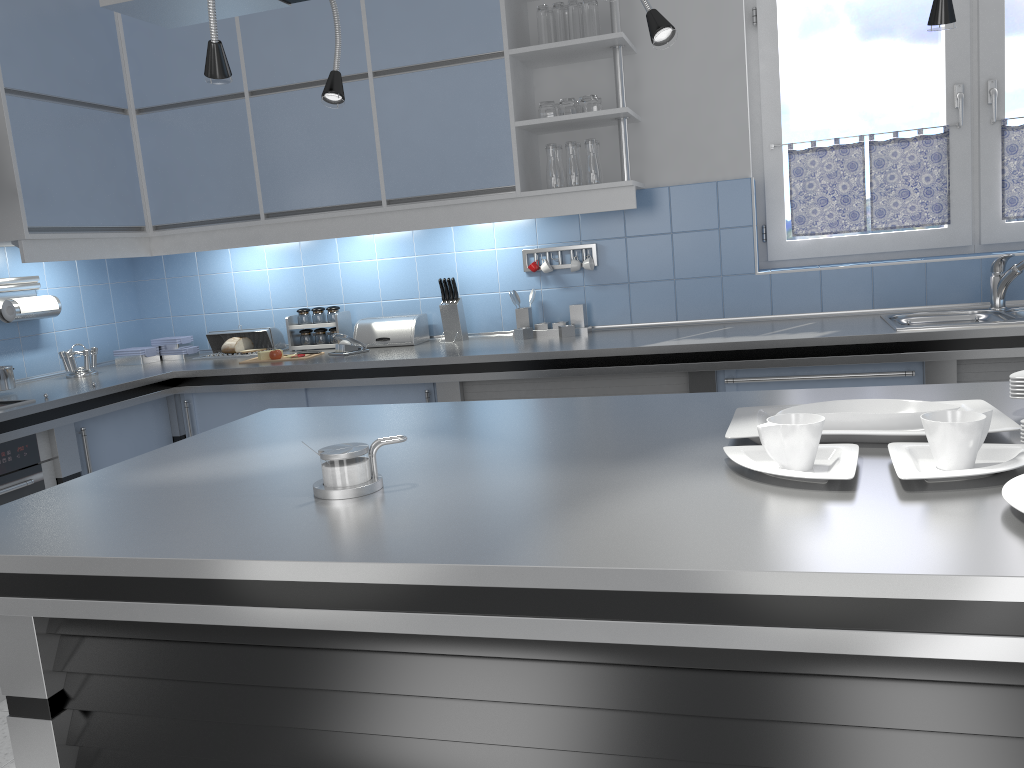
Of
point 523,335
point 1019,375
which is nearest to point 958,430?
point 1019,375

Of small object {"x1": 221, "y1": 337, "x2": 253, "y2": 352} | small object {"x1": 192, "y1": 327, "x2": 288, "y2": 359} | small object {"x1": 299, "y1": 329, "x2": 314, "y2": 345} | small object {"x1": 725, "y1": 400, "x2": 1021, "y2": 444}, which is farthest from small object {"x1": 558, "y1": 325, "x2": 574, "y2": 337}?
small object {"x1": 725, "y1": 400, "x2": 1021, "y2": 444}

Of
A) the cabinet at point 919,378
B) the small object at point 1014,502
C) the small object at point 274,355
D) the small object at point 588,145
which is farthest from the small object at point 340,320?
the small object at point 1014,502

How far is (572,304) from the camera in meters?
3.9 m

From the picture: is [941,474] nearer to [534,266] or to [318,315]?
[534,266]

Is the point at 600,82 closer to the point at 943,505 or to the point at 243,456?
the point at 243,456

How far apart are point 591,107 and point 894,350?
1.50m

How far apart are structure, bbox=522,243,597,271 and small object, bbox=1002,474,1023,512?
2.8m

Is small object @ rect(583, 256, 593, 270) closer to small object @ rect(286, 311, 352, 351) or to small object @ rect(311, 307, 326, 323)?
small object @ rect(286, 311, 352, 351)

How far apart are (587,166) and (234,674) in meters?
2.7
